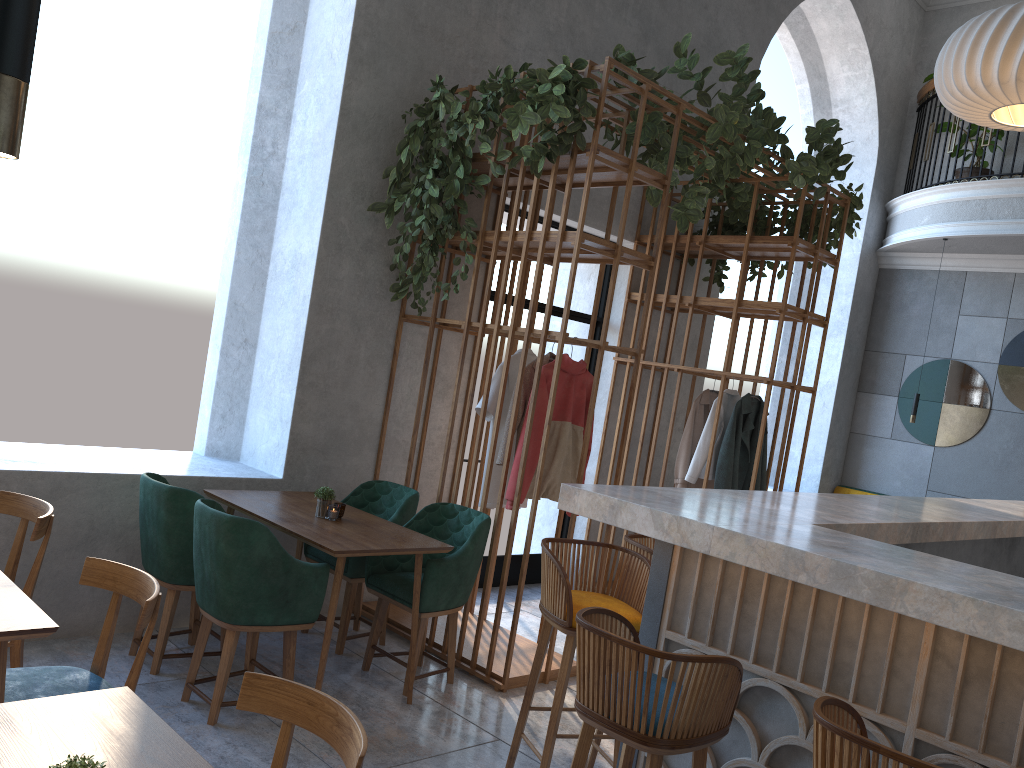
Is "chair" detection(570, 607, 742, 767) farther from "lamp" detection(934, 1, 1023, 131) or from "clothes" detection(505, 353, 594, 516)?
"lamp" detection(934, 1, 1023, 131)

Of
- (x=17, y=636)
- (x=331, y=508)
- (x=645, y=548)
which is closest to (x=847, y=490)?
(x=645, y=548)

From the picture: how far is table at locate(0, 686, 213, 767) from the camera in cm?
165

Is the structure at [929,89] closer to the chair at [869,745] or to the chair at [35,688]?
the chair at [869,745]

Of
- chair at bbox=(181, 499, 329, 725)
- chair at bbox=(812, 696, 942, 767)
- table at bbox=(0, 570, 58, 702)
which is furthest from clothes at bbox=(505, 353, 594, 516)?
chair at bbox=(812, 696, 942, 767)

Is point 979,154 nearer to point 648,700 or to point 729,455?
point 729,455

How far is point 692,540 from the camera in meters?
2.4

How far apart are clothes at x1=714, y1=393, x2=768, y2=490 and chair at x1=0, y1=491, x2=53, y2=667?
4.2 meters

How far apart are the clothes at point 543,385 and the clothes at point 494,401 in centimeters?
24cm

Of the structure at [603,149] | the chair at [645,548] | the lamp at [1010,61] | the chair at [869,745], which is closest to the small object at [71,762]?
the structure at [603,149]
